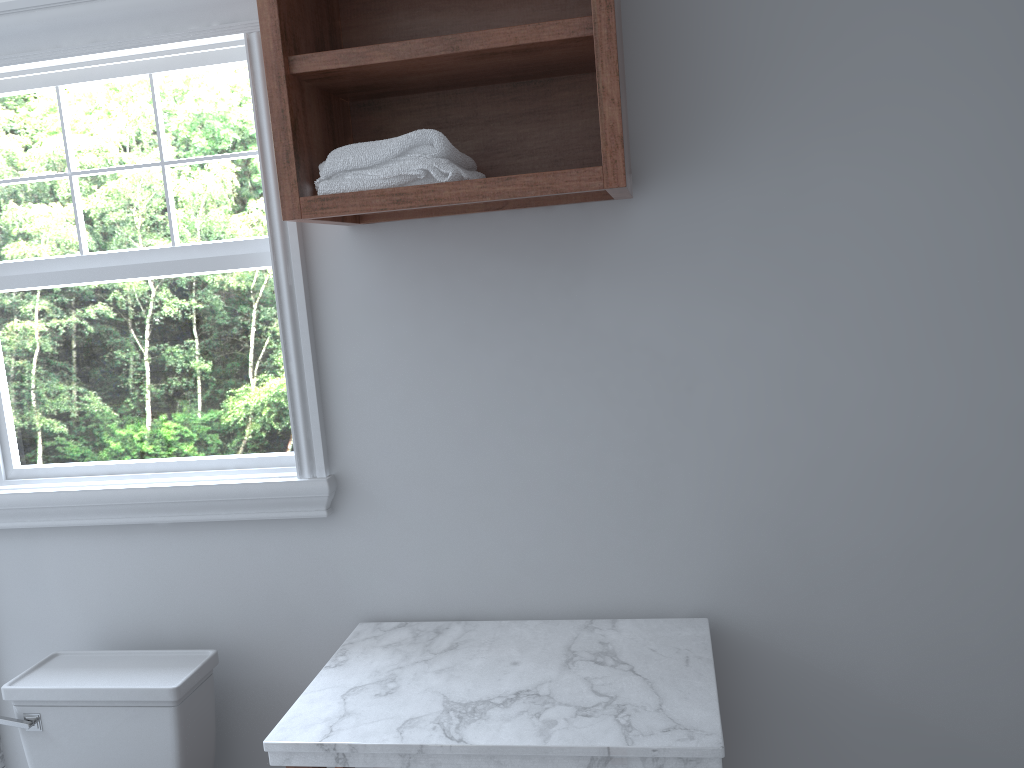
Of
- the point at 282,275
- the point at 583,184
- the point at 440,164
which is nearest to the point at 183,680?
the point at 282,275

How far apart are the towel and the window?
0.3 meters

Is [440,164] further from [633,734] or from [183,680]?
[183,680]

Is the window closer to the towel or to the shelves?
the shelves

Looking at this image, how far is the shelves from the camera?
1.6m

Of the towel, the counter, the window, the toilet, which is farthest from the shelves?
the toilet

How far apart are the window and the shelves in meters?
0.2

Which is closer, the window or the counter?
the counter

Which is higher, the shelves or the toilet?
the shelves

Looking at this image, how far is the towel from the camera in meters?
1.6 m
